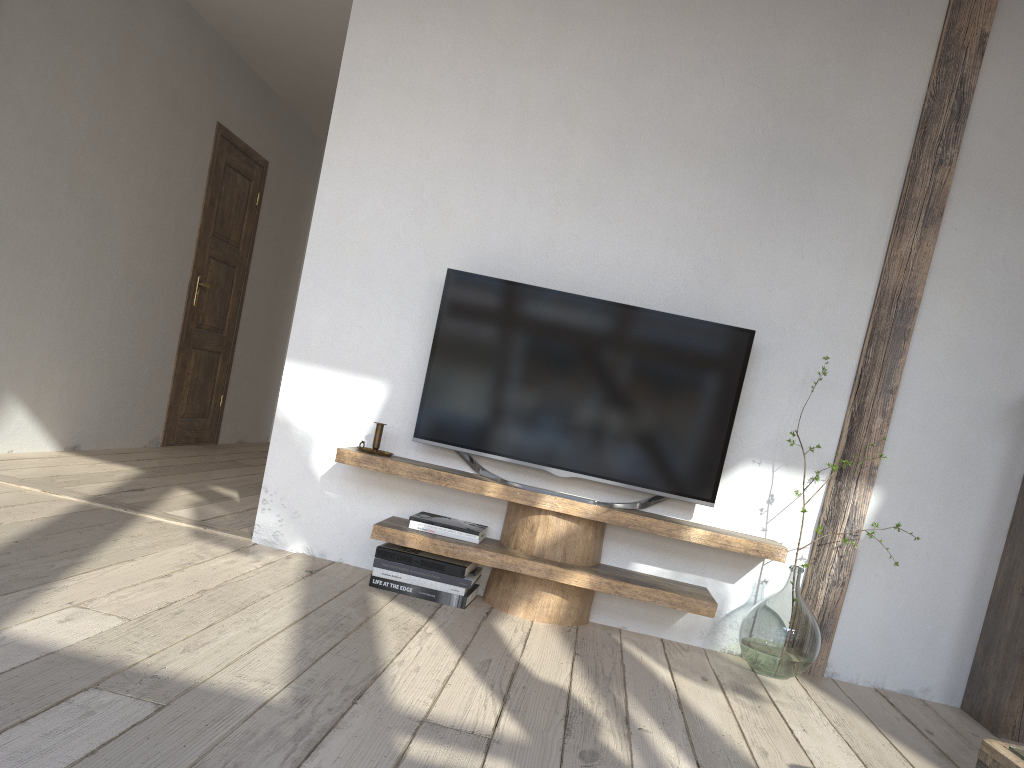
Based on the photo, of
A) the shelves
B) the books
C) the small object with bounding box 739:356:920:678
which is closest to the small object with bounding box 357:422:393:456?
the shelves

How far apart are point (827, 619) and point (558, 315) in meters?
1.4 m

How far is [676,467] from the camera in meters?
3.1 m

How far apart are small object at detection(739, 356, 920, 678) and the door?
4.1m

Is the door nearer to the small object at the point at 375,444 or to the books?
the small object at the point at 375,444

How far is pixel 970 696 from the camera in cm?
304

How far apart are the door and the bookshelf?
4.7m

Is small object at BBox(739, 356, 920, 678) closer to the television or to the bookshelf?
the television

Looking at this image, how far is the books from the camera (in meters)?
2.99

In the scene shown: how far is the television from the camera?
3.1 meters
